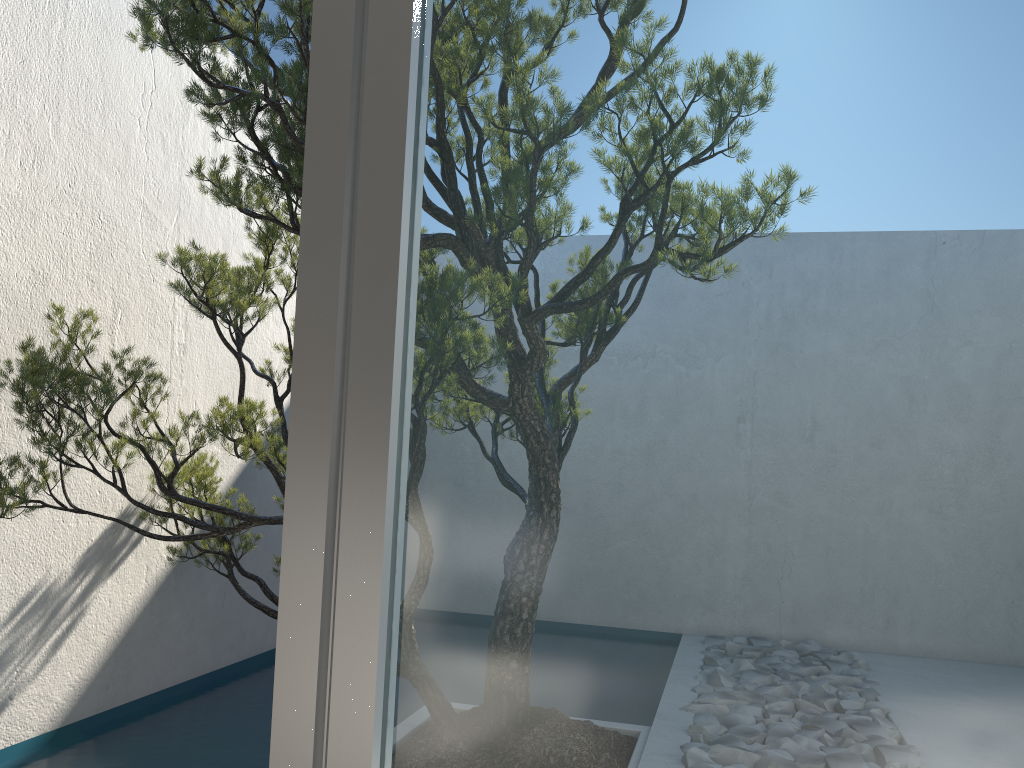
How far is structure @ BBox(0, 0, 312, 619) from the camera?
2.4 meters

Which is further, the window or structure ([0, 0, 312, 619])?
structure ([0, 0, 312, 619])

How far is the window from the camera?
0.3m

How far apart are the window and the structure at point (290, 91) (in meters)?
2.08

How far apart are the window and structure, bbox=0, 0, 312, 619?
2.1 meters

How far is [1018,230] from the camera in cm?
30

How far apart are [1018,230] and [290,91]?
2.3m

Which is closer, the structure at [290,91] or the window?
the window
